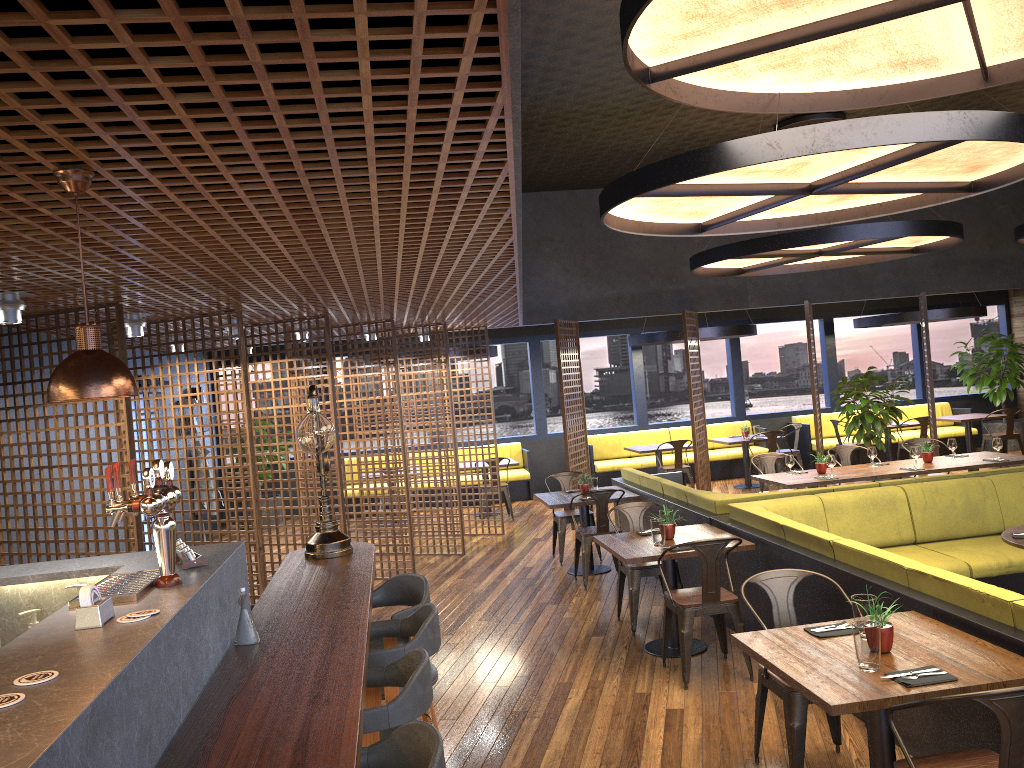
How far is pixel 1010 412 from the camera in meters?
13.5 m

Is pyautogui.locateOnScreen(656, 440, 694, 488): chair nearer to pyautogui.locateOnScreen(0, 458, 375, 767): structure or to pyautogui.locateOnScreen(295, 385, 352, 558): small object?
pyautogui.locateOnScreen(0, 458, 375, 767): structure

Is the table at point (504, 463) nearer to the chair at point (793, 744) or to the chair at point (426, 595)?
the chair at point (426, 595)

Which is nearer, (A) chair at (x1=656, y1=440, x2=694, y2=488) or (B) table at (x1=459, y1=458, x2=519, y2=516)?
(A) chair at (x1=656, y1=440, x2=694, y2=488)

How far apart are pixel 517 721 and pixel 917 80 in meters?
4.3 m

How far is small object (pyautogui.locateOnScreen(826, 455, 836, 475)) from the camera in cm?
877

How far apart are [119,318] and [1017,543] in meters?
5.8

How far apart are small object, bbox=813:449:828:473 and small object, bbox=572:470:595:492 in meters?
2.4

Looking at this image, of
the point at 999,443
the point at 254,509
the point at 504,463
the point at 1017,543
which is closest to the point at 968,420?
the point at 999,443

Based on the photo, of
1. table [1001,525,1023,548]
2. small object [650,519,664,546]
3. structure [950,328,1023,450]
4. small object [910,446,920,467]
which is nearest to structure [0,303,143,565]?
small object [650,519,664,546]
